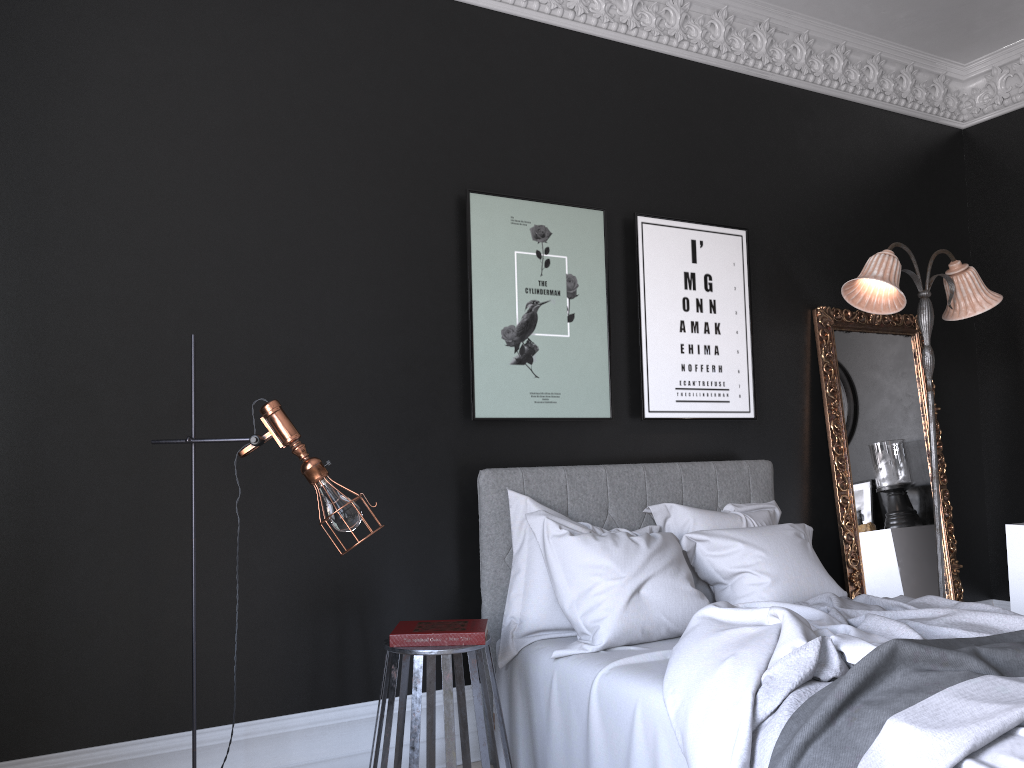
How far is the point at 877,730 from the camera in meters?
2.2 m

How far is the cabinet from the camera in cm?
505

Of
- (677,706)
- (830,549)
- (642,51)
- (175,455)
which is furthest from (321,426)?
(830,549)

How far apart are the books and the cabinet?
3.4m

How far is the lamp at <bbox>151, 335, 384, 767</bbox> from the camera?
2.9 meters

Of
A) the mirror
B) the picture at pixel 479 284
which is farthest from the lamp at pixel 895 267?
the picture at pixel 479 284

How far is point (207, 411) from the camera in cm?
353

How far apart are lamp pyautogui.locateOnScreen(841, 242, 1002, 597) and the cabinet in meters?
0.8 m

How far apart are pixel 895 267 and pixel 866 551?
1.7m

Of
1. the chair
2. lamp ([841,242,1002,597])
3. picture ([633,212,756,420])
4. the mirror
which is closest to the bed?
the chair
